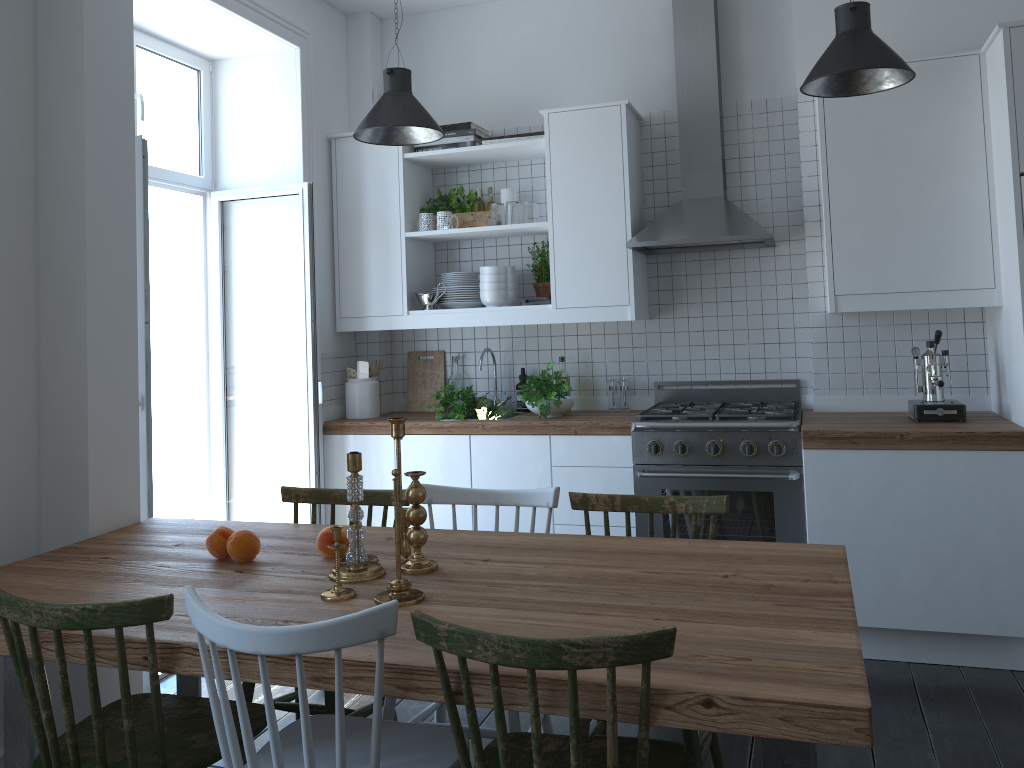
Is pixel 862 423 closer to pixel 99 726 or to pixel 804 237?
pixel 804 237

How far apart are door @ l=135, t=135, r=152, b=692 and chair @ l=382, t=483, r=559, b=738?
1.11m

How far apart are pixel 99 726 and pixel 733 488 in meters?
2.6

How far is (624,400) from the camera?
4.43m

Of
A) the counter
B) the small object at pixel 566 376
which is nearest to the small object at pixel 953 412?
the counter

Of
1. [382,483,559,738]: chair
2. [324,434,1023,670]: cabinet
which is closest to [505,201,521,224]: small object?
[324,434,1023,670]: cabinet

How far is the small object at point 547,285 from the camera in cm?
446

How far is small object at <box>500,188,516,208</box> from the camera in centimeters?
451cm

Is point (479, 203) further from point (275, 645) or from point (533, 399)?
point (275, 645)

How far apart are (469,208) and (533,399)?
1.1 meters
